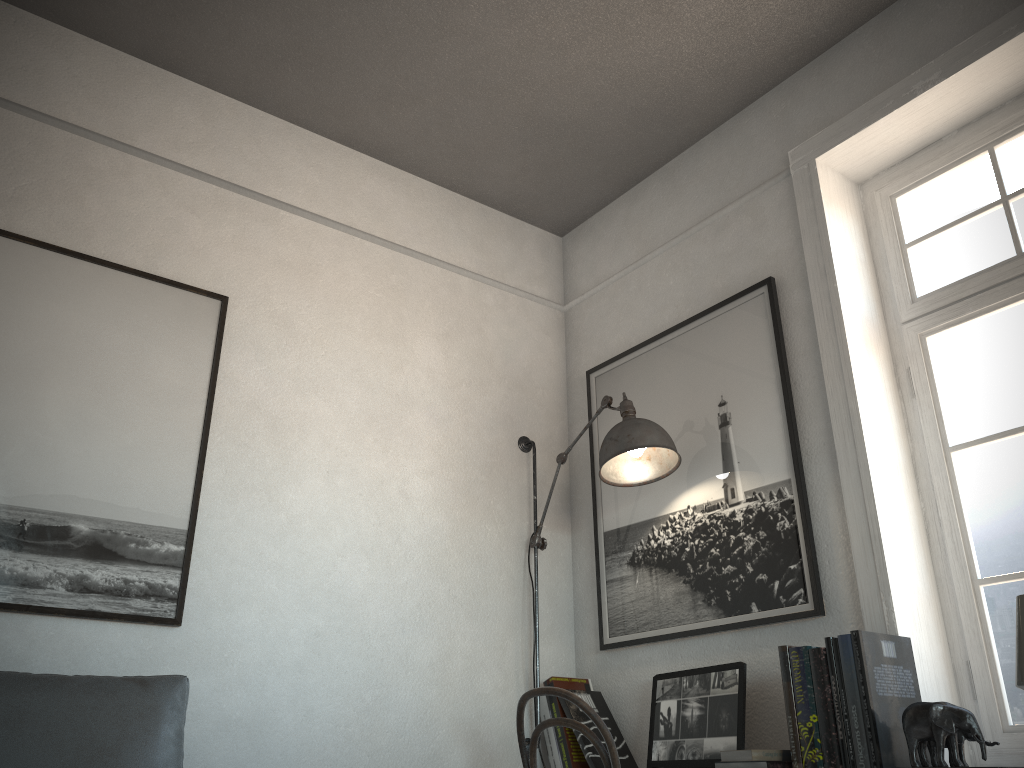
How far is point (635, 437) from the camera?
2.81m

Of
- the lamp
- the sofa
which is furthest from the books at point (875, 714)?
the sofa

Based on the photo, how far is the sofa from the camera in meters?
1.8 m

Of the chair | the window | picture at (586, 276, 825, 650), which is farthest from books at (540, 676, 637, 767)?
the window

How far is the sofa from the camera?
1.8m

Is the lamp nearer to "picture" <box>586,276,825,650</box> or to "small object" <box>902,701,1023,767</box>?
"picture" <box>586,276,825,650</box>

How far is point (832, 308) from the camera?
2.7 meters

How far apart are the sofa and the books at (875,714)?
1.30m

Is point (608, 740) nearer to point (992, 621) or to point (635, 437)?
point (635, 437)

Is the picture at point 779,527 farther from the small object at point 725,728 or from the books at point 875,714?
the books at point 875,714
